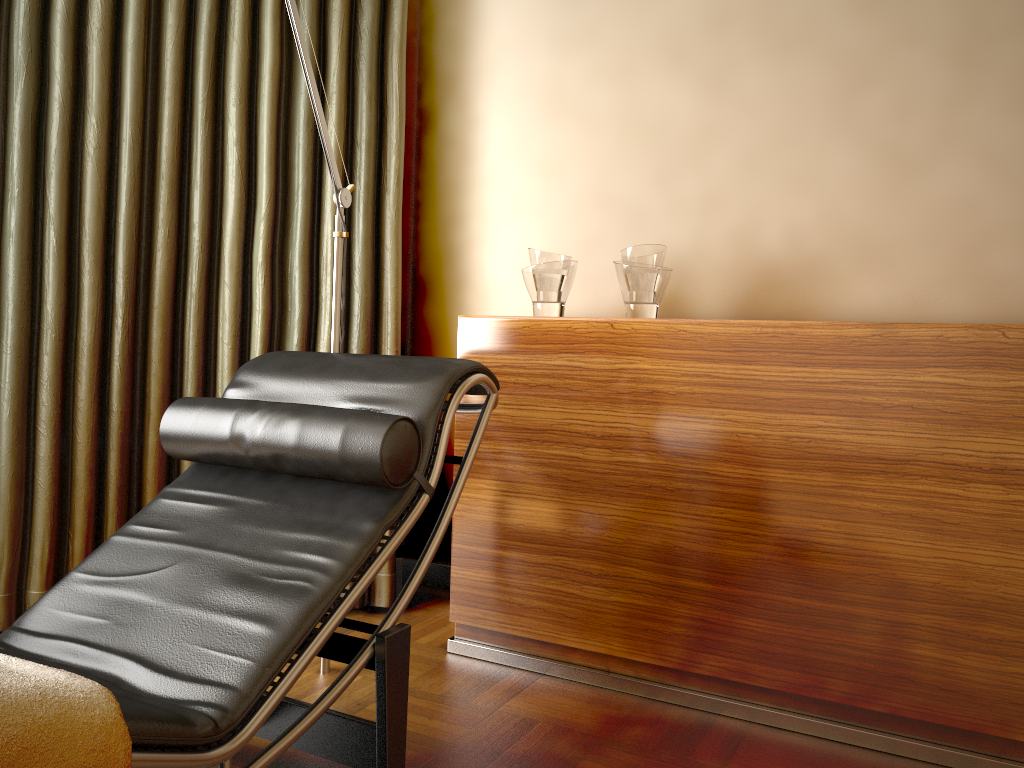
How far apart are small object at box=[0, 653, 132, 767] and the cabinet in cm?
130

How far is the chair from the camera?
1.3m

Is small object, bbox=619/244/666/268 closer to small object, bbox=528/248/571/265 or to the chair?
small object, bbox=528/248/571/265

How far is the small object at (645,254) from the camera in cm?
222

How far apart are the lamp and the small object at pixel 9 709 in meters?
1.1

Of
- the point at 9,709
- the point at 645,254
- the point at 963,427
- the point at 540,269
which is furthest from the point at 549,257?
the point at 9,709

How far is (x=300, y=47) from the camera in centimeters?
201cm

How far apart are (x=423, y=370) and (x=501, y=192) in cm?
117

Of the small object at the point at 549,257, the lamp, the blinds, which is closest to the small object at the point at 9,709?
the lamp

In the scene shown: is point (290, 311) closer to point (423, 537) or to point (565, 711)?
point (423, 537)
